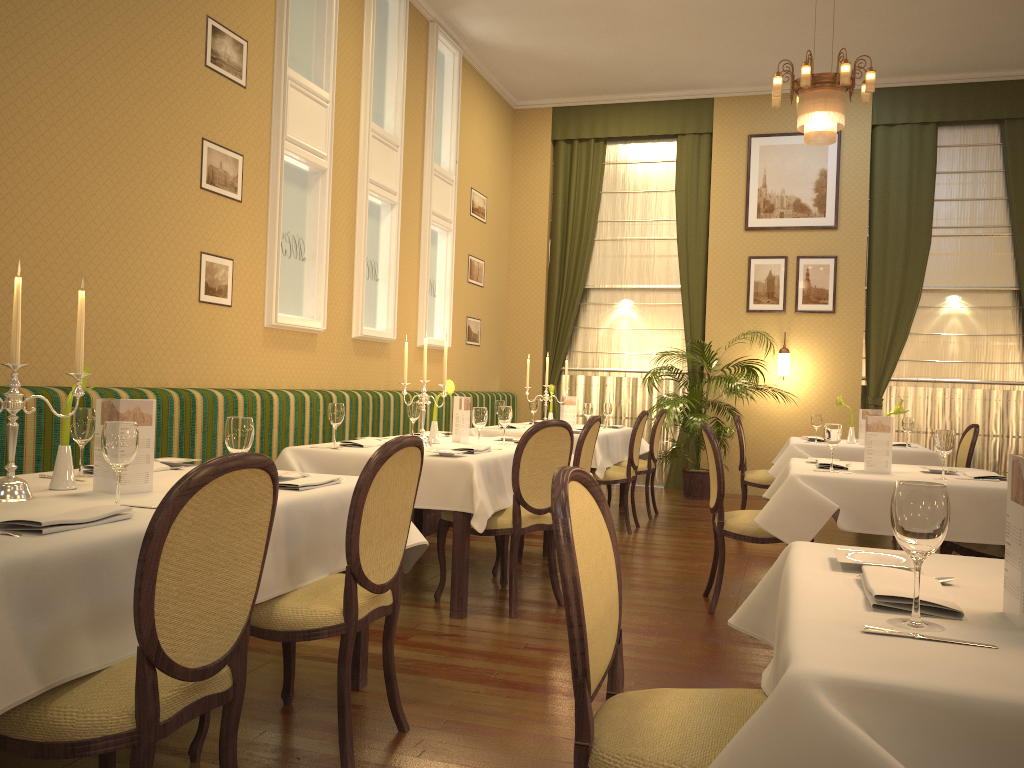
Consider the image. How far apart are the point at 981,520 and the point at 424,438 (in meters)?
2.74

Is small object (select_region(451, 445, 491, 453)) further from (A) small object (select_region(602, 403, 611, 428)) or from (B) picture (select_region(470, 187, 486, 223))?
(B) picture (select_region(470, 187, 486, 223))

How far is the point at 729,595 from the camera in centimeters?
488cm

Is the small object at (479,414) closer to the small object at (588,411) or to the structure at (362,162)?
the structure at (362,162)

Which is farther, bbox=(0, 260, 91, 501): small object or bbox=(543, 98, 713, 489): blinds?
bbox=(543, 98, 713, 489): blinds

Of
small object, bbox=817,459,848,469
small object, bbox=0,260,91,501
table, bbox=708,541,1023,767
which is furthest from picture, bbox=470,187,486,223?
table, bbox=708,541,1023,767

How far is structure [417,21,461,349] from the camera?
8.1m

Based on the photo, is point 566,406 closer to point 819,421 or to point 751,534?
point 819,421

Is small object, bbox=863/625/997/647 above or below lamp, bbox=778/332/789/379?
below

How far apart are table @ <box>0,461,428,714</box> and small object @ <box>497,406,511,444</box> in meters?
2.0
